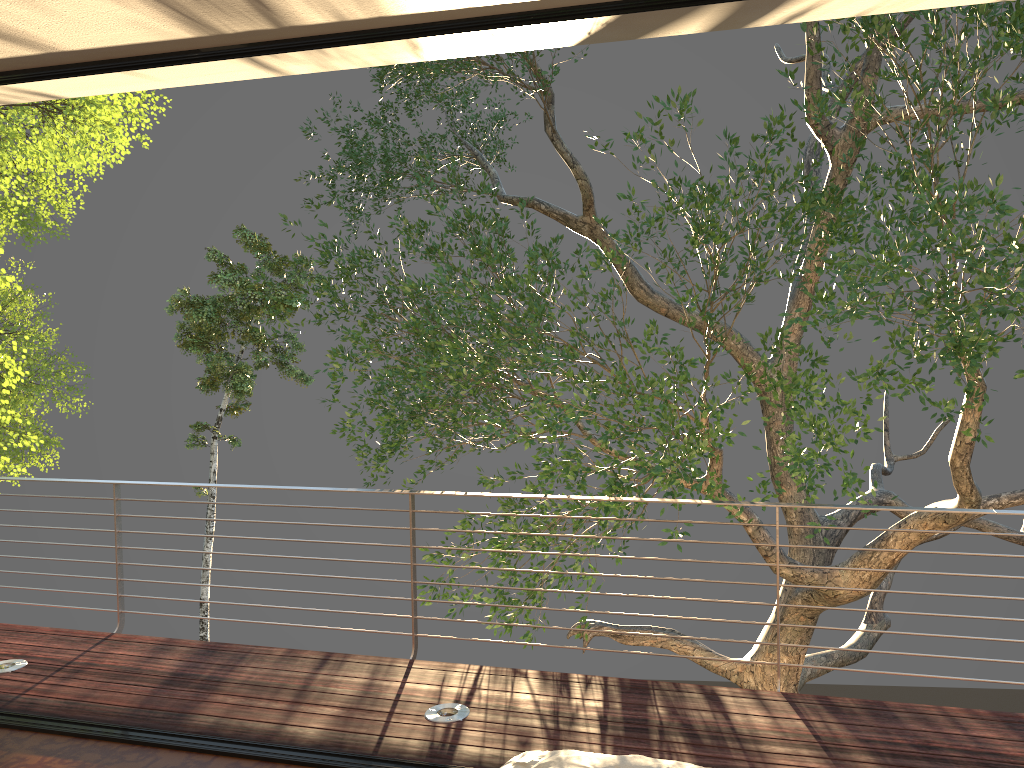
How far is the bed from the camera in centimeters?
180cm

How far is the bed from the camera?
1.8m

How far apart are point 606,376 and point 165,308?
17.3m
